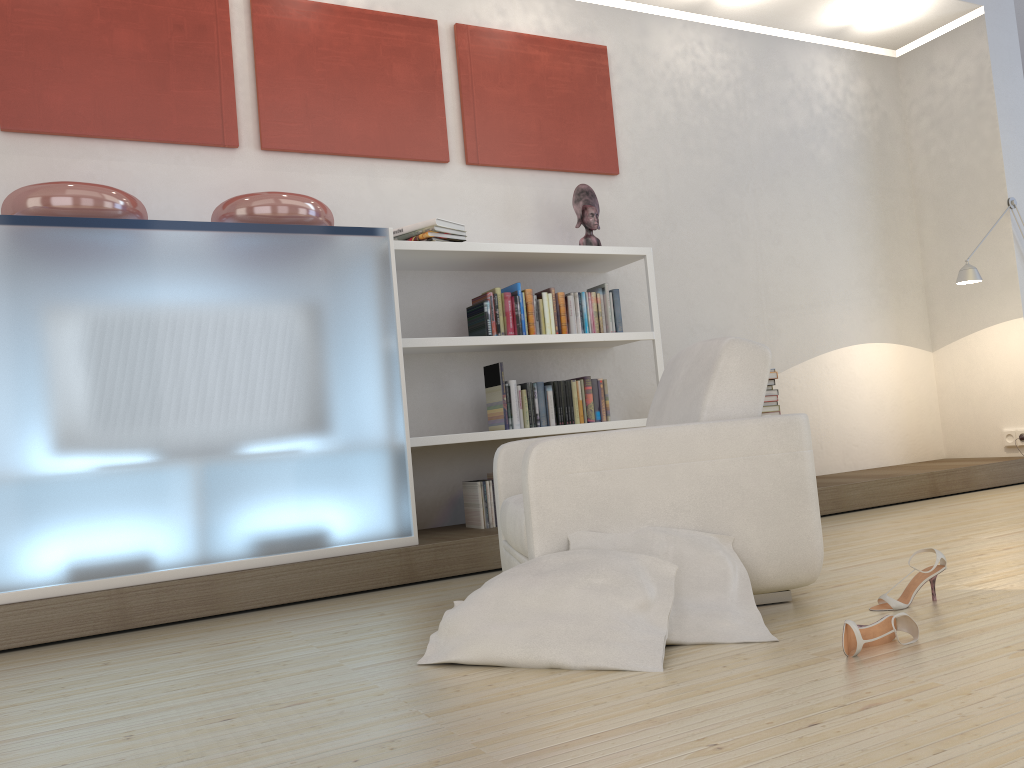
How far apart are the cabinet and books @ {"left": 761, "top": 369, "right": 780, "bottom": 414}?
2.31m

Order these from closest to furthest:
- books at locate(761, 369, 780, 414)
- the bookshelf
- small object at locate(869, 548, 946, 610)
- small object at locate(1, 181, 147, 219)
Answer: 1. small object at locate(869, 548, 946, 610)
2. small object at locate(1, 181, 147, 219)
3. the bookshelf
4. books at locate(761, 369, 780, 414)

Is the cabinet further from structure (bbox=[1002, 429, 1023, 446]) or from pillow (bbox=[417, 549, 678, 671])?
structure (bbox=[1002, 429, 1023, 446])

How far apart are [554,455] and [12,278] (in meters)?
2.13

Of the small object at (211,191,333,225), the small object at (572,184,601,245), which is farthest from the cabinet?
the small object at (572,184,601,245)

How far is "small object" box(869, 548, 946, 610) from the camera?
2.51m

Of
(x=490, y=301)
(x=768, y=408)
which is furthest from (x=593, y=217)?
(x=768, y=408)

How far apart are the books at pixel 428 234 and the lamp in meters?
3.3 m

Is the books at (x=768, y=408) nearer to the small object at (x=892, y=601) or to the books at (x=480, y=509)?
the books at (x=480, y=509)

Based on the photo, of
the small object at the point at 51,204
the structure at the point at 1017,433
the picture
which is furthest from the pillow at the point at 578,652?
the structure at the point at 1017,433
